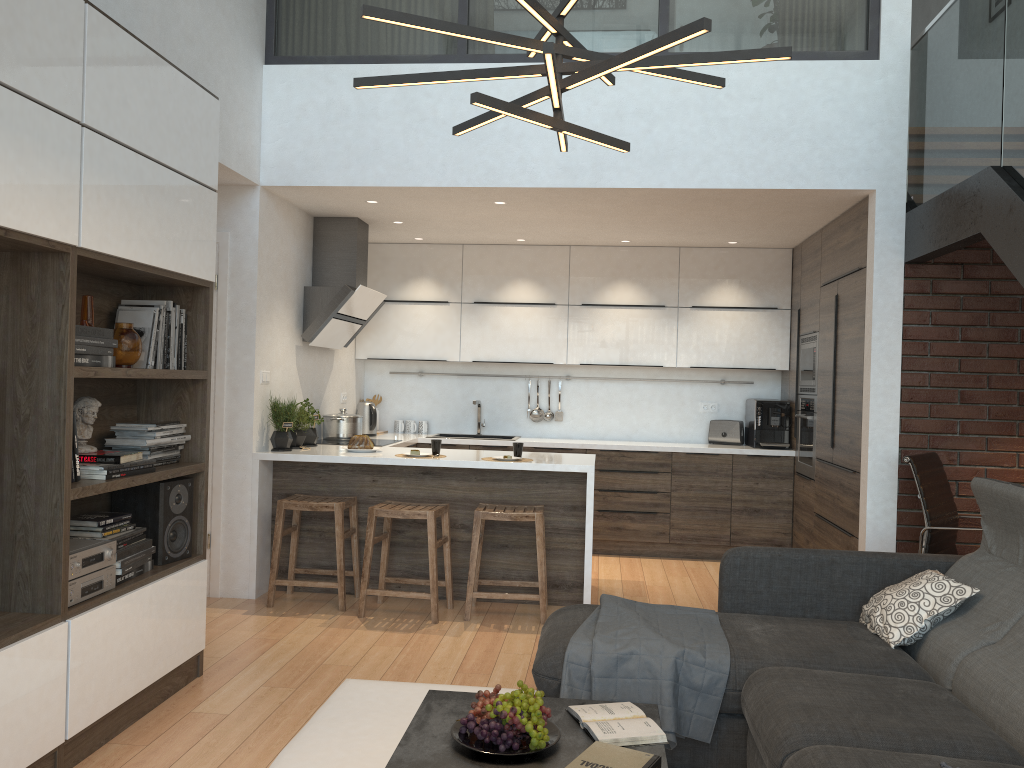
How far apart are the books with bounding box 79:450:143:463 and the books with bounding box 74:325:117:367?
0.3 meters

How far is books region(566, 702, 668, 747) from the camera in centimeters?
238cm

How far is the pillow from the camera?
3.14m

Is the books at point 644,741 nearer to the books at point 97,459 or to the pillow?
the pillow

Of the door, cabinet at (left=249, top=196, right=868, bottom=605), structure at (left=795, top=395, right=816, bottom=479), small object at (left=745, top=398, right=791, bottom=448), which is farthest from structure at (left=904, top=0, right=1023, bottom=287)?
the door

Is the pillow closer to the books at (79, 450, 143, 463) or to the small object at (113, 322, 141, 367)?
the books at (79, 450, 143, 463)

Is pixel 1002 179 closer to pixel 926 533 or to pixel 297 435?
pixel 926 533

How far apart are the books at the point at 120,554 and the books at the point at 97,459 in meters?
Answer: 0.3 m

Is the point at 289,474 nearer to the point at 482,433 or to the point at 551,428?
the point at 482,433

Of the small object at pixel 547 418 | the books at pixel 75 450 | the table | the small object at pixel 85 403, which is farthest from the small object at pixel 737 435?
the books at pixel 75 450
